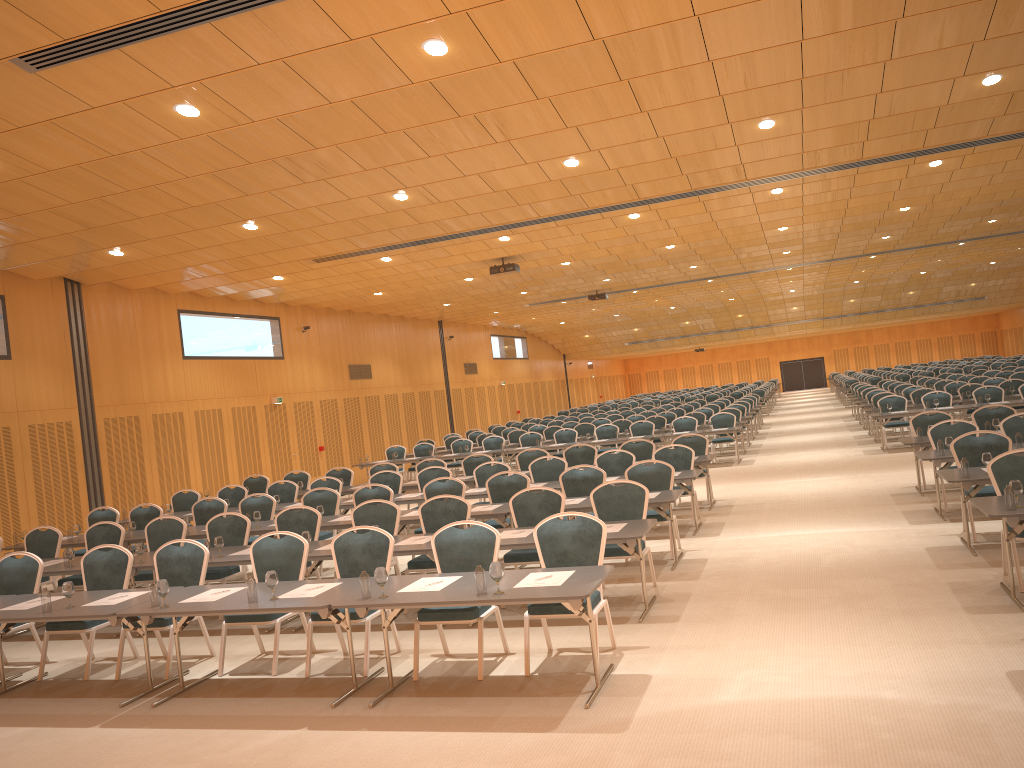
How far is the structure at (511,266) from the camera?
19.33m

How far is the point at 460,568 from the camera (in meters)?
7.27

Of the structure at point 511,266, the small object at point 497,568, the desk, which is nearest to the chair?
the desk

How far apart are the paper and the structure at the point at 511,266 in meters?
11.4

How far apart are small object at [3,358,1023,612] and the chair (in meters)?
0.68

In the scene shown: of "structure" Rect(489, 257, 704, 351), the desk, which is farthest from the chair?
"structure" Rect(489, 257, 704, 351)

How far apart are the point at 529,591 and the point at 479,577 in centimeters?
35cm

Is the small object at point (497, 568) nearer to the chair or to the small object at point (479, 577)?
the small object at point (479, 577)

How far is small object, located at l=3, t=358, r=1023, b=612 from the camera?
6.03m

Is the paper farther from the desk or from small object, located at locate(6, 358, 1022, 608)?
small object, located at locate(6, 358, 1022, 608)
